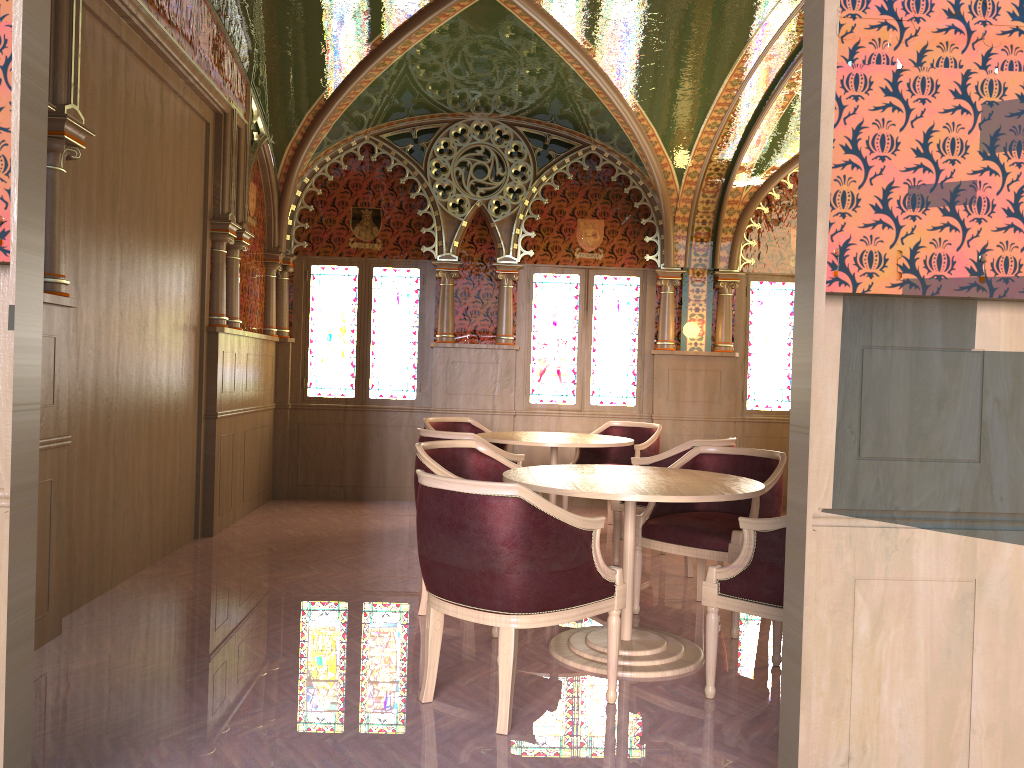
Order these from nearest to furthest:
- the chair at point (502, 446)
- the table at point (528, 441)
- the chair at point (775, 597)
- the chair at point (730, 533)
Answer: the chair at point (775, 597) → the chair at point (730, 533) → the table at point (528, 441) → the chair at point (502, 446)

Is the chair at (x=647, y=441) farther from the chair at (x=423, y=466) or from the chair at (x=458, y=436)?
the chair at (x=423, y=466)

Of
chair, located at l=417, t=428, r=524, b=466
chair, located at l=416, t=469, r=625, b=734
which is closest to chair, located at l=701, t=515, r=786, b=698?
chair, located at l=416, t=469, r=625, b=734

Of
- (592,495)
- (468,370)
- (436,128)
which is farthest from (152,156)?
(468,370)

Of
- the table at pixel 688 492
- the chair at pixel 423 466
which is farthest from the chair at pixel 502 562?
the chair at pixel 423 466

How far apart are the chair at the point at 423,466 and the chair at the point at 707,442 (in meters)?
1.21

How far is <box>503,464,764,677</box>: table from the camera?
3.5m

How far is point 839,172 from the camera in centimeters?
227cm

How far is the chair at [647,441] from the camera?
6.88m

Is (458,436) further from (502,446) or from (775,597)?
(775,597)
